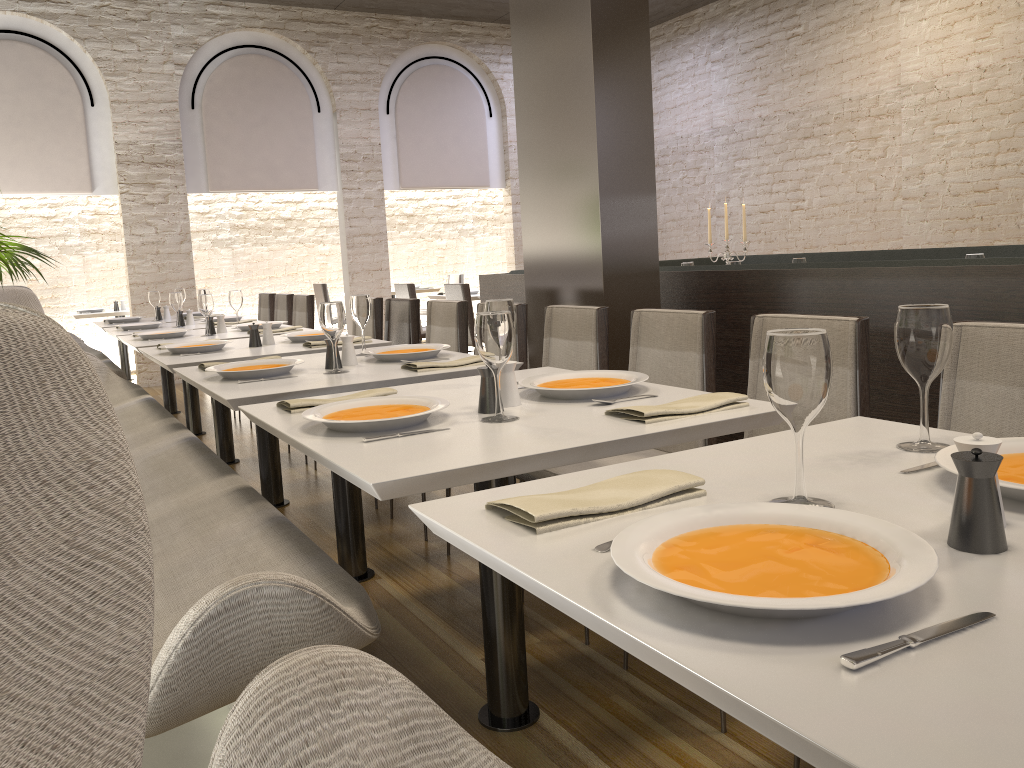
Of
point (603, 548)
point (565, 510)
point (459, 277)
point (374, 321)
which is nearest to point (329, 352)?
point (565, 510)

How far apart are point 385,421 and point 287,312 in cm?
531

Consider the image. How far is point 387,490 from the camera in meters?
1.4 m

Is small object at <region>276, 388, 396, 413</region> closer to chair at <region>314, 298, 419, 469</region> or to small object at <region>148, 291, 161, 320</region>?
chair at <region>314, 298, 419, 469</region>

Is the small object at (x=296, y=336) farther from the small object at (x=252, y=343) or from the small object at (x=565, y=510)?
the small object at (x=565, y=510)

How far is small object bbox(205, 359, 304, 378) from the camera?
2.8m

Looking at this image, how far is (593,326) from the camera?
3.1 meters

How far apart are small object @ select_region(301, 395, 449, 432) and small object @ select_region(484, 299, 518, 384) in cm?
42

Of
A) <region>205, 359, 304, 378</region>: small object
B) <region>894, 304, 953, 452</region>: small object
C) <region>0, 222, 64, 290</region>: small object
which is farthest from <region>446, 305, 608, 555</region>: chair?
<region>0, 222, 64, 290</region>: small object

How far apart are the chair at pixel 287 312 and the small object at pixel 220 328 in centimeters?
183cm
